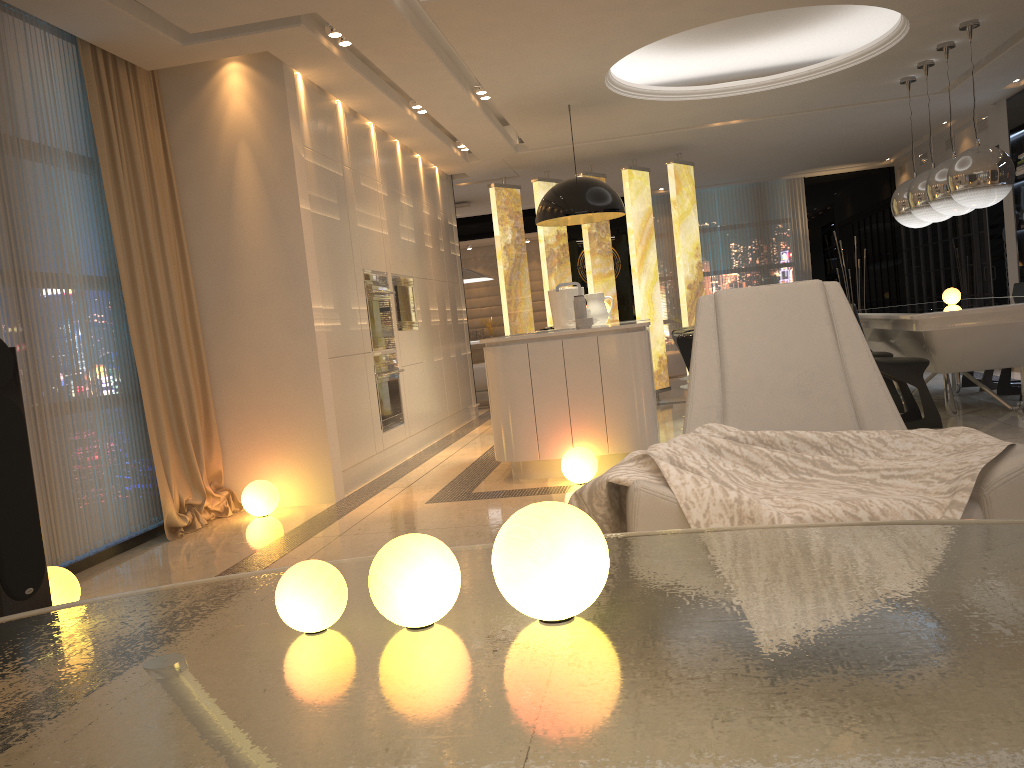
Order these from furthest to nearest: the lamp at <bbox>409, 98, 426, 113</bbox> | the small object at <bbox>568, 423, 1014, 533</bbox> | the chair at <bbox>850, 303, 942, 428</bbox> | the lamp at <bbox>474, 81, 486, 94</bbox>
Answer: the lamp at <bbox>409, 98, 426, 113</bbox>, the lamp at <bbox>474, 81, 486, 94</bbox>, the chair at <bbox>850, 303, 942, 428</bbox>, the small object at <bbox>568, 423, 1014, 533</bbox>

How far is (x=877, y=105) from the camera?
8.25m

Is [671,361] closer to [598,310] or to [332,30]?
[598,310]

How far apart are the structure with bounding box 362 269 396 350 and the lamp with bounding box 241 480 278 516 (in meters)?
1.62

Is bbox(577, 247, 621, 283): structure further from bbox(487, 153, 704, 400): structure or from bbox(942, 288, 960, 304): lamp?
bbox(942, 288, 960, 304): lamp

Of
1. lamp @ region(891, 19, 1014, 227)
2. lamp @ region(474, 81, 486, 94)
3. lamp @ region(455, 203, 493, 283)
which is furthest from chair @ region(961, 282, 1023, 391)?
lamp @ region(455, 203, 493, 283)

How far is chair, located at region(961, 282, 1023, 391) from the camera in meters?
7.3 m

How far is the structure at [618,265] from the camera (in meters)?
13.20

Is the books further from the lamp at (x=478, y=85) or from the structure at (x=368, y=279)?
the structure at (x=368, y=279)

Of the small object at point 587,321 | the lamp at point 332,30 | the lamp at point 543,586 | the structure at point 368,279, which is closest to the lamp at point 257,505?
the structure at point 368,279
